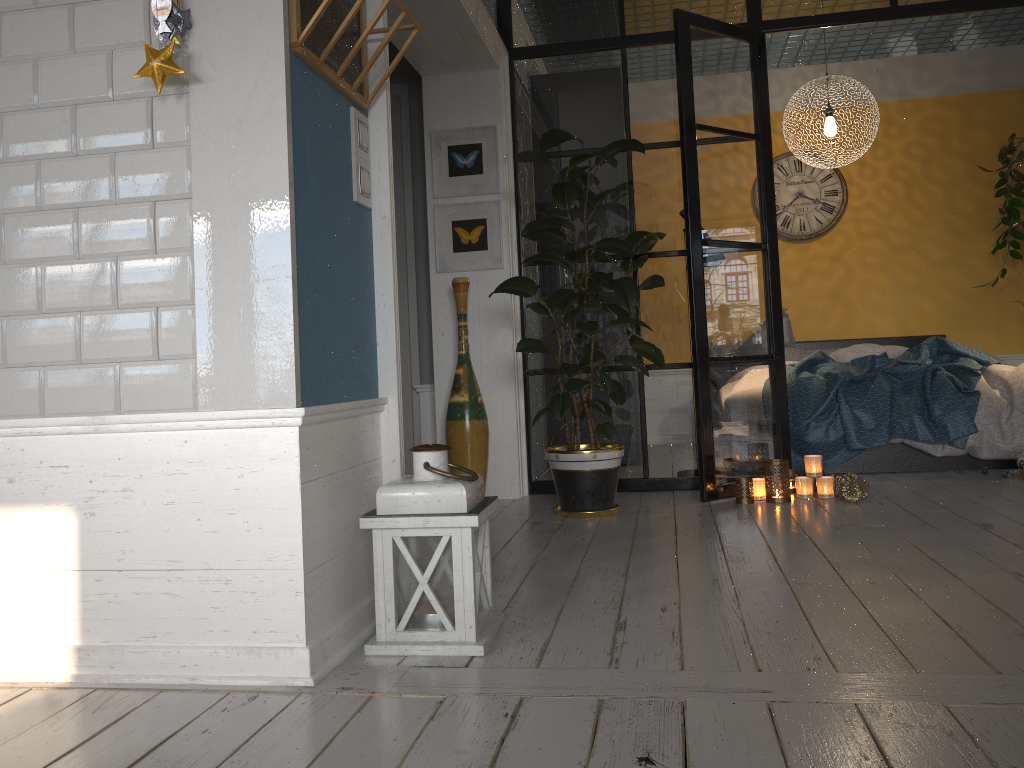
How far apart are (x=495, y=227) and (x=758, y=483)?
1.8 meters

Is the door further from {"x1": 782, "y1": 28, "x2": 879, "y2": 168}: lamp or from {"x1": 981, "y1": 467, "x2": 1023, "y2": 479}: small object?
{"x1": 981, "y1": 467, "x2": 1023, "y2": 479}: small object

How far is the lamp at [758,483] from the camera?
4.1 meters

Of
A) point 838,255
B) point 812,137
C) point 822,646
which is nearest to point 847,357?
point 838,255

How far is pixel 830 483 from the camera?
4.1m

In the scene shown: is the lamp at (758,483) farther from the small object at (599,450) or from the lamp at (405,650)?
the lamp at (405,650)

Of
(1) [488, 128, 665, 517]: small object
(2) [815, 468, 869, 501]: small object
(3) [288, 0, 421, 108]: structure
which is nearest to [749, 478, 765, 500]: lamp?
(2) [815, 468, 869, 501]: small object

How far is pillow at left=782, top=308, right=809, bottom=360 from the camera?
6.03m

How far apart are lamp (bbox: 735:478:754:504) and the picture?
1.60m

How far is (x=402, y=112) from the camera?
4.9 meters
